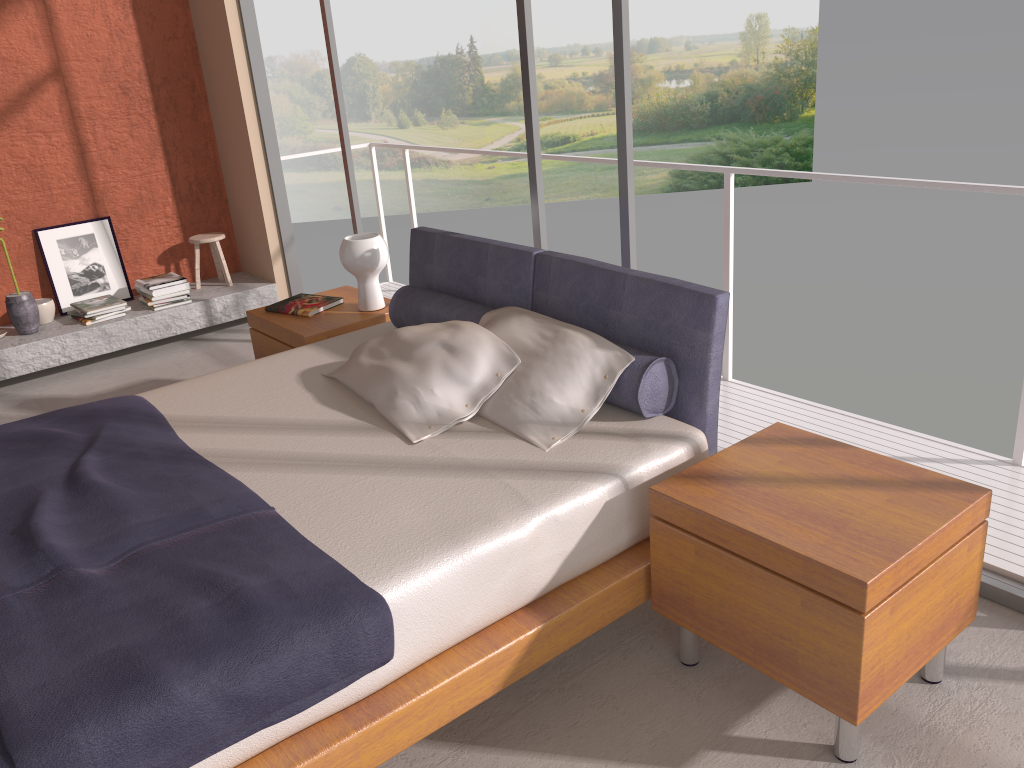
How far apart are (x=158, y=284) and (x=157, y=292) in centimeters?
6cm

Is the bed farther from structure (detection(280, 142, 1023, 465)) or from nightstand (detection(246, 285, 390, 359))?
structure (detection(280, 142, 1023, 465))

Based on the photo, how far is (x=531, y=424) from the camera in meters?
2.7

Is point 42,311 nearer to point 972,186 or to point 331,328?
point 331,328

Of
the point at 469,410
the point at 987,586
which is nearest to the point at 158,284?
the point at 469,410

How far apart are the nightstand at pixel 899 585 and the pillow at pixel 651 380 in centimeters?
30cm

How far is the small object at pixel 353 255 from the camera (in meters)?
3.97

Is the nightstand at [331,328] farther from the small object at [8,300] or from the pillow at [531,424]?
the small object at [8,300]

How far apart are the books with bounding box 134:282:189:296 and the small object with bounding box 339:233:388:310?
2.08m

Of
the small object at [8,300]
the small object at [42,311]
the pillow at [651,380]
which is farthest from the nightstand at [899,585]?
the small object at [42,311]
